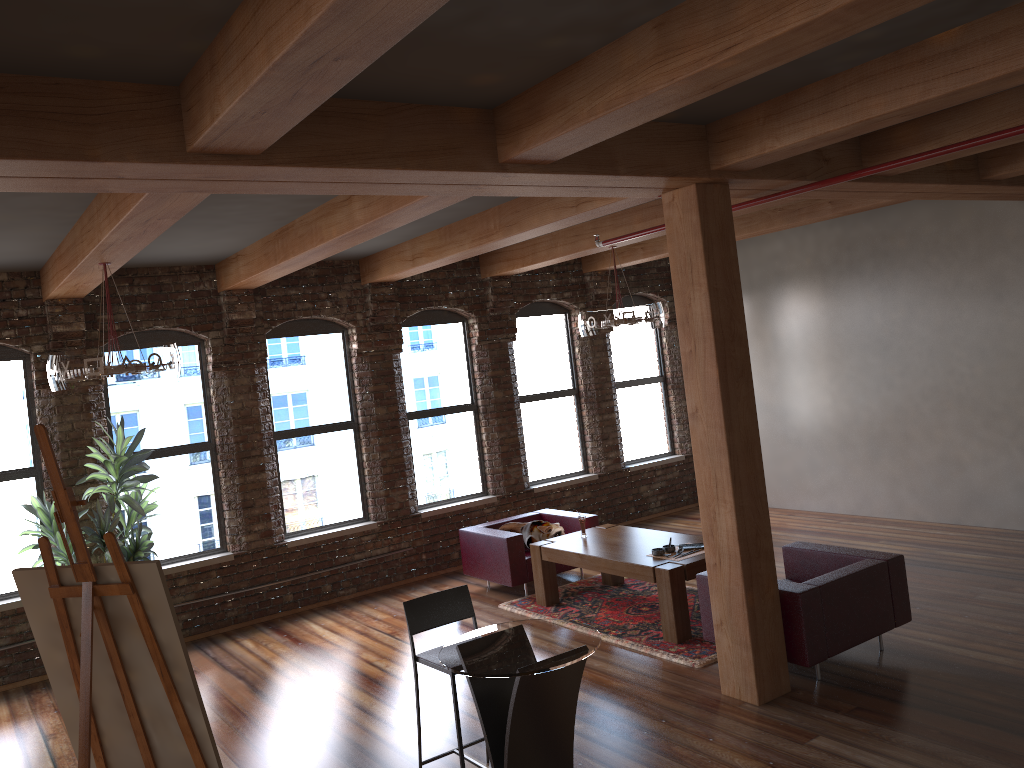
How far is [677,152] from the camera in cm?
493

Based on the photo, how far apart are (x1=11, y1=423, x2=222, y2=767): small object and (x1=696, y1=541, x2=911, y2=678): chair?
3.4m

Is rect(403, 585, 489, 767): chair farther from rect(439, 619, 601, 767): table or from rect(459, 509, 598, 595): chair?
rect(459, 509, 598, 595): chair

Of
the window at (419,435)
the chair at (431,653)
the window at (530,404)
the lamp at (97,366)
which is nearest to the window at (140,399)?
the window at (419,435)

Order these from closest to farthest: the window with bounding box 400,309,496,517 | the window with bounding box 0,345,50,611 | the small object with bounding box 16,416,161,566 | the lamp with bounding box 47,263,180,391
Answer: the lamp with bounding box 47,263,180,391
the small object with bounding box 16,416,161,566
the window with bounding box 0,345,50,611
the window with bounding box 400,309,496,517

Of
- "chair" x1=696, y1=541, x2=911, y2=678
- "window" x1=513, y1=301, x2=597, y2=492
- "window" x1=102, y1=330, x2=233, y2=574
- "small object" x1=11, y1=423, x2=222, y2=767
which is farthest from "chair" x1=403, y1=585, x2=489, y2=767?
"window" x1=513, y1=301, x2=597, y2=492

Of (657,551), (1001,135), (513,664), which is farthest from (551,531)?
(1001,135)

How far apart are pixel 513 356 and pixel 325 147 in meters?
6.6

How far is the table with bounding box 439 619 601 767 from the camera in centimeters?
372cm

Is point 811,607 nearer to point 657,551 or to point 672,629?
point 672,629
